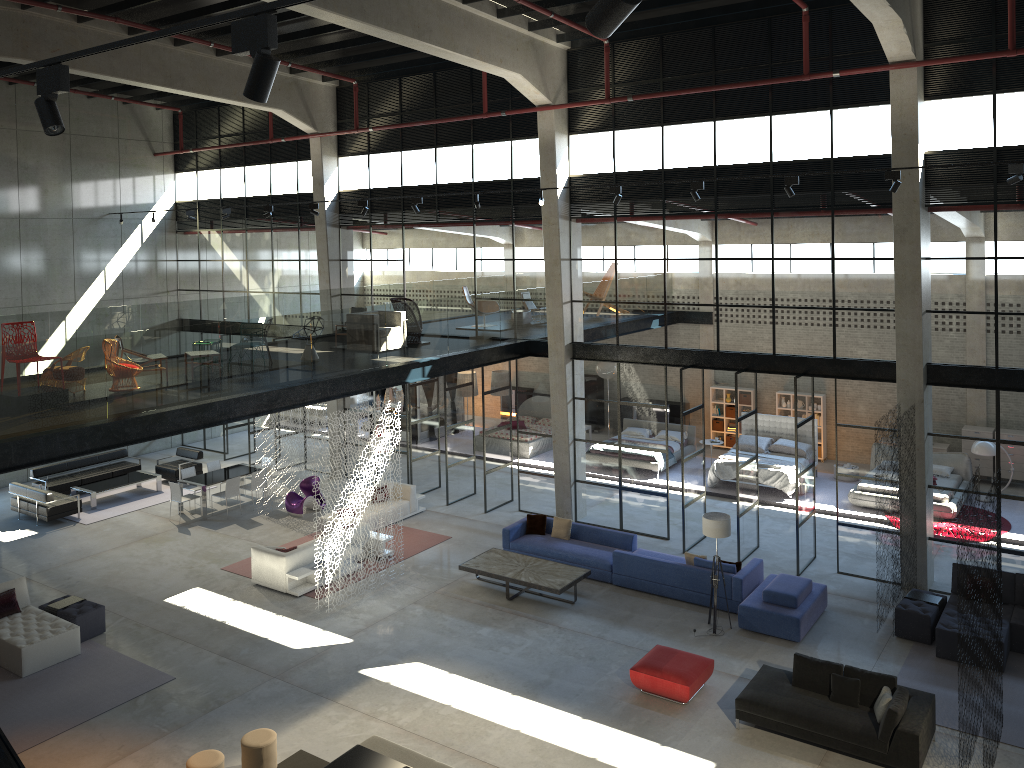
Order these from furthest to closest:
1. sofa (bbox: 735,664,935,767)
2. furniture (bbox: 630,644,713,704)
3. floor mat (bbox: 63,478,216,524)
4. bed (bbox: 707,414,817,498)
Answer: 1. floor mat (bbox: 63,478,216,524)
2. bed (bbox: 707,414,817,498)
3. furniture (bbox: 630,644,713,704)
4. sofa (bbox: 735,664,935,767)

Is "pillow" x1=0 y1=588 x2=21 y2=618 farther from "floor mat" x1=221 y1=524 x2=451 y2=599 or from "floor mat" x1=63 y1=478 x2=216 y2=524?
"floor mat" x1=63 y1=478 x2=216 y2=524

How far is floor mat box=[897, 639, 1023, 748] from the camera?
11.3m

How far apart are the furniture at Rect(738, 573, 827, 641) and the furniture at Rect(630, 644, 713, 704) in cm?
181

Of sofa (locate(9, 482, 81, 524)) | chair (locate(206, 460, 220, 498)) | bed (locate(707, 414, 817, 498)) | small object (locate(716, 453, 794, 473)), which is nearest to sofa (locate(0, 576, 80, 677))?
sofa (locate(9, 482, 81, 524))

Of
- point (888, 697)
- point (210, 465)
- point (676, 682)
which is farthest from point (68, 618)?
point (888, 697)

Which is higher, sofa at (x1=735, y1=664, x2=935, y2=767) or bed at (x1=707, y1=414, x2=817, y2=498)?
bed at (x1=707, y1=414, x2=817, y2=498)

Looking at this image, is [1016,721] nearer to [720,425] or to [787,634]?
[787,634]

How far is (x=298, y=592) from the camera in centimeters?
1563cm

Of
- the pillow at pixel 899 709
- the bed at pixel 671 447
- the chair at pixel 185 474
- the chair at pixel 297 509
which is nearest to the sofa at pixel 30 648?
the chair at pixel 297 509
